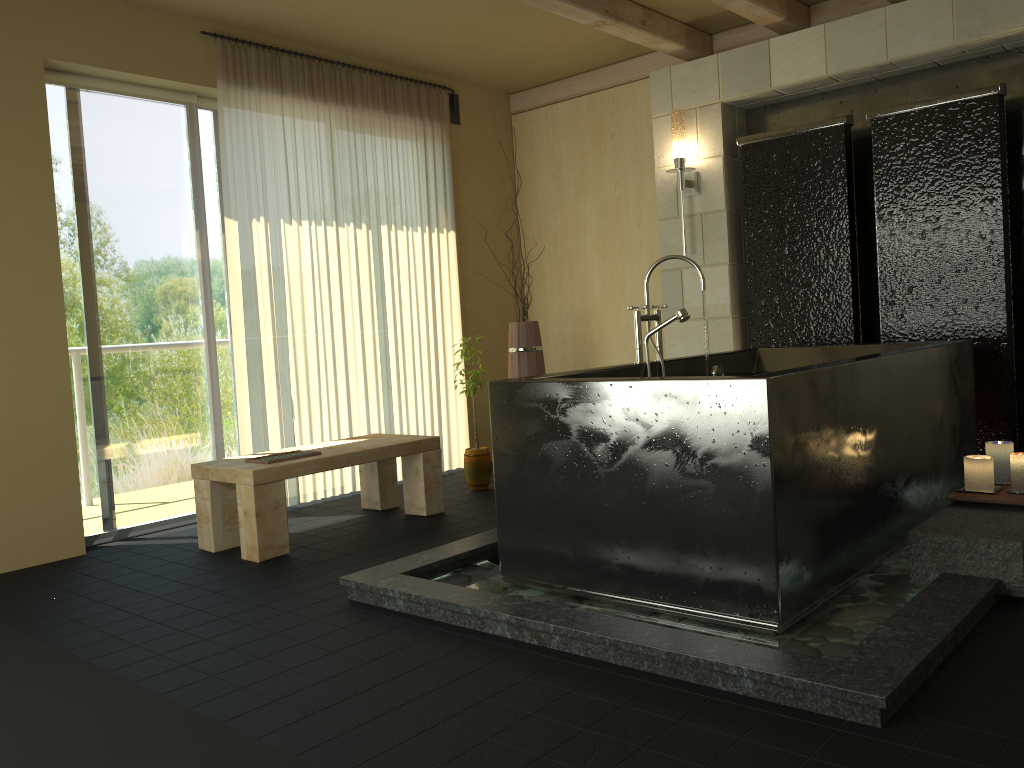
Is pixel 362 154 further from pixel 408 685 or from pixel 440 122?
pixel 408 685

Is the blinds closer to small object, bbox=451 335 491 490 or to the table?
the table

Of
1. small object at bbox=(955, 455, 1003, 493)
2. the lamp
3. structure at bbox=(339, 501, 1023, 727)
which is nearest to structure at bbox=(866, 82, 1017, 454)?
the lamp

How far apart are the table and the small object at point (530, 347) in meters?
1.0

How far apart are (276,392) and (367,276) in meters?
1.0

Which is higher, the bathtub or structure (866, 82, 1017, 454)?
structure (866, 82, 1017, 454)

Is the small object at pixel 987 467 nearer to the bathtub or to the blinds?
the bathtub

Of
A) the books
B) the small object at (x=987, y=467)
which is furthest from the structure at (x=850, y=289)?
the books

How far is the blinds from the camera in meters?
4.8 m

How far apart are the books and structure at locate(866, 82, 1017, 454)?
3.0 meters
